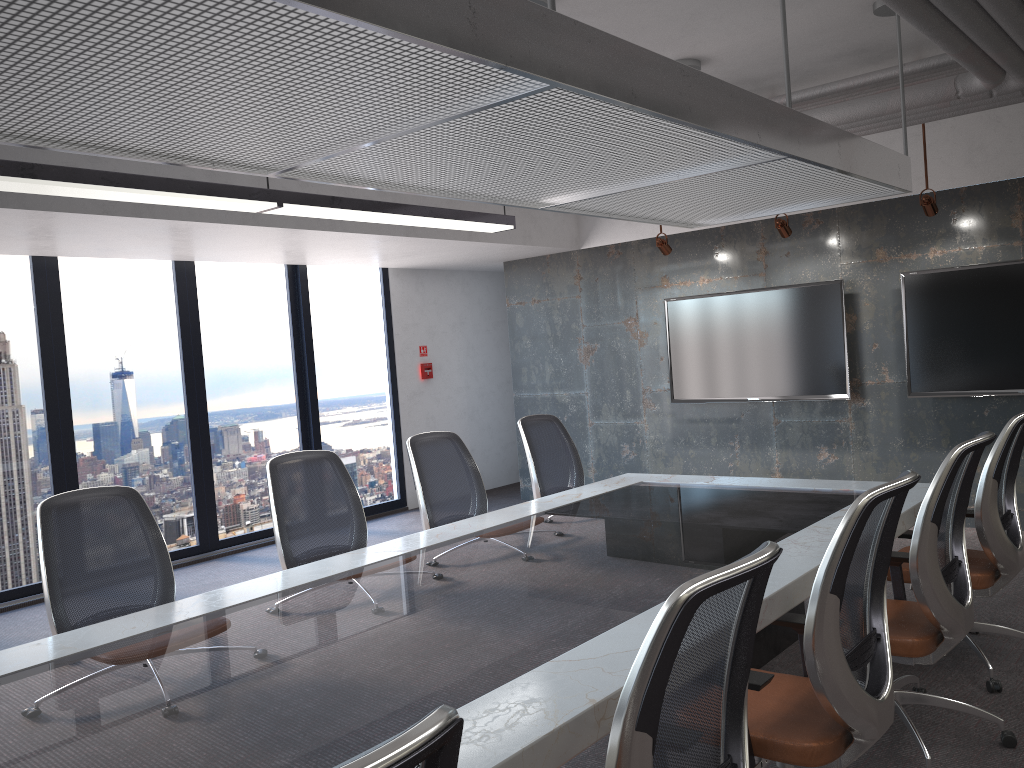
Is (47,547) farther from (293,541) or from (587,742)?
(587,742)

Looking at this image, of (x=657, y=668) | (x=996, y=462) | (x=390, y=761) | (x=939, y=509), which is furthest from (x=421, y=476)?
(x=390, y=761)

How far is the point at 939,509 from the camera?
3.0 meters

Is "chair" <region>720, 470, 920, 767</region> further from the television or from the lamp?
the television

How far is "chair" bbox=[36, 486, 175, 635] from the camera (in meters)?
3.24

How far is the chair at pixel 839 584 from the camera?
2.30m

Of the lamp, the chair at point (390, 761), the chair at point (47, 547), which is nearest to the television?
the lamp

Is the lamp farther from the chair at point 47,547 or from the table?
the table

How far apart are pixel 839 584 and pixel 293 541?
2.6 meters

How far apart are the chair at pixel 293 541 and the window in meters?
3.4 m
